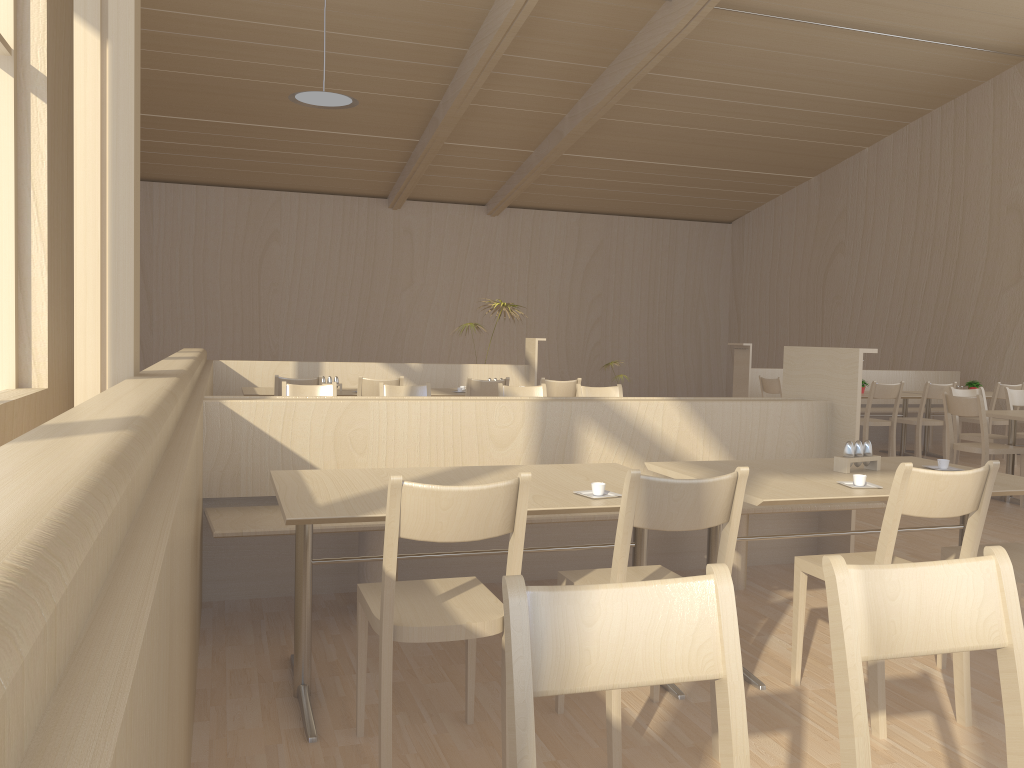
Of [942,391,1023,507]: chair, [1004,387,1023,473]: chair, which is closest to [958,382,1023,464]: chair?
[1004,387,1023,473]: chair

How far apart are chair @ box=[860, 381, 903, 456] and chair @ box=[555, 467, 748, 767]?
5.91m

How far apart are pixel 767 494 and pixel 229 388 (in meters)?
6.09

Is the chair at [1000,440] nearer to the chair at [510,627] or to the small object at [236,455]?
the small object at [236,455]

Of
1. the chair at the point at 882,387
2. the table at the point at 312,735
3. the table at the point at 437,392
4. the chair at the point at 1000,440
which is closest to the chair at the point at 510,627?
the table at the point at 312,735

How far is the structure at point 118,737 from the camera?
0.62m

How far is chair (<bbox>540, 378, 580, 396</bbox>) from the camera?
6.9m

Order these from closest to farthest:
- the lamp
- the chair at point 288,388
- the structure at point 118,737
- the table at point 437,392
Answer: the structure at point 118,737, the chair at point 288,388, the table at point 437,392, the lamp

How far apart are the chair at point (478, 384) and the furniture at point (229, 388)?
1.8m

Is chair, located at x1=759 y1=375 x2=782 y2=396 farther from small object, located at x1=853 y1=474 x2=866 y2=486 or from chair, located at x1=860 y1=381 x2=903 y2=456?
small object, located at x1=853 y1=474 x2=866 y2=486
